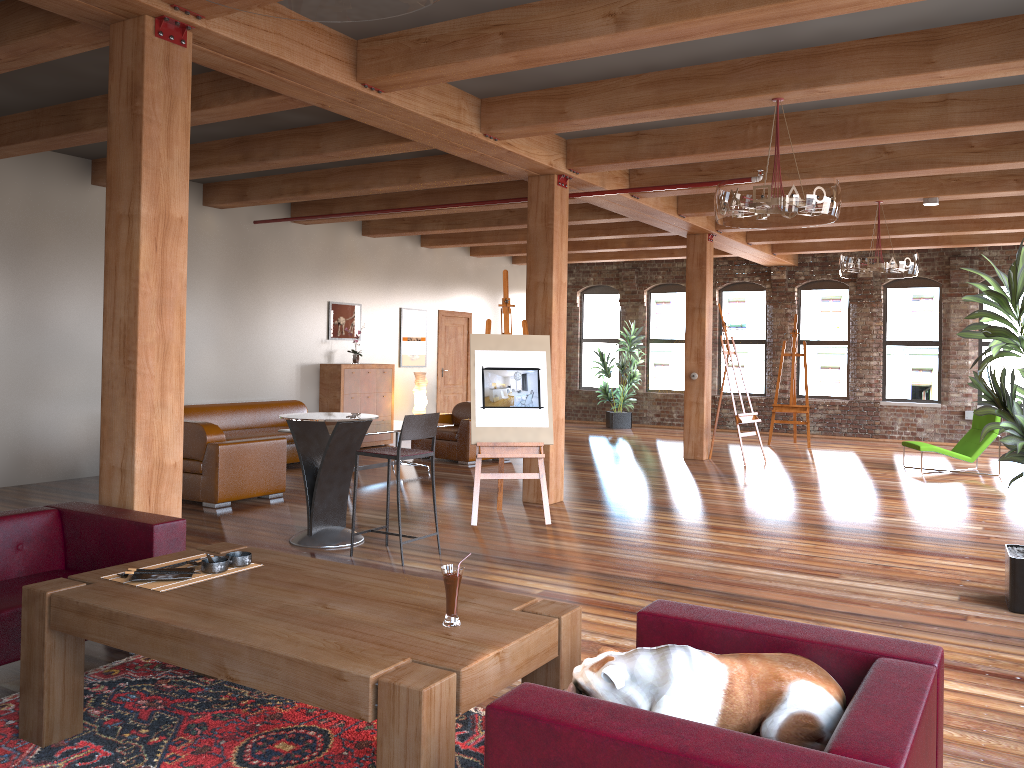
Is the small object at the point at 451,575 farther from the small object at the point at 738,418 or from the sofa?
Result: the small object at the point at 738,418

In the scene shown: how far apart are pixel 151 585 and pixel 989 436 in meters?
10.6

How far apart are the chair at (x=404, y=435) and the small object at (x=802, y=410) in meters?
9.4

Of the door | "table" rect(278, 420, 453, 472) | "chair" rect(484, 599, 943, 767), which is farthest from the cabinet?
"chair" rect(484, 599, 943, 767)

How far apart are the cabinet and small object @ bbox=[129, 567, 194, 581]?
9.1 meters

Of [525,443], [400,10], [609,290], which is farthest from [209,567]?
[609,290]

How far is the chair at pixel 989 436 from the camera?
10.9m

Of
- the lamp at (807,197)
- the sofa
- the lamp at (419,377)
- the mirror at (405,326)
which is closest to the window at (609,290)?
the mirror at (405,326)

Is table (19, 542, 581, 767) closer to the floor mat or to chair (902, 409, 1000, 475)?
the floor mat

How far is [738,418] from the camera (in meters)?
11.66
